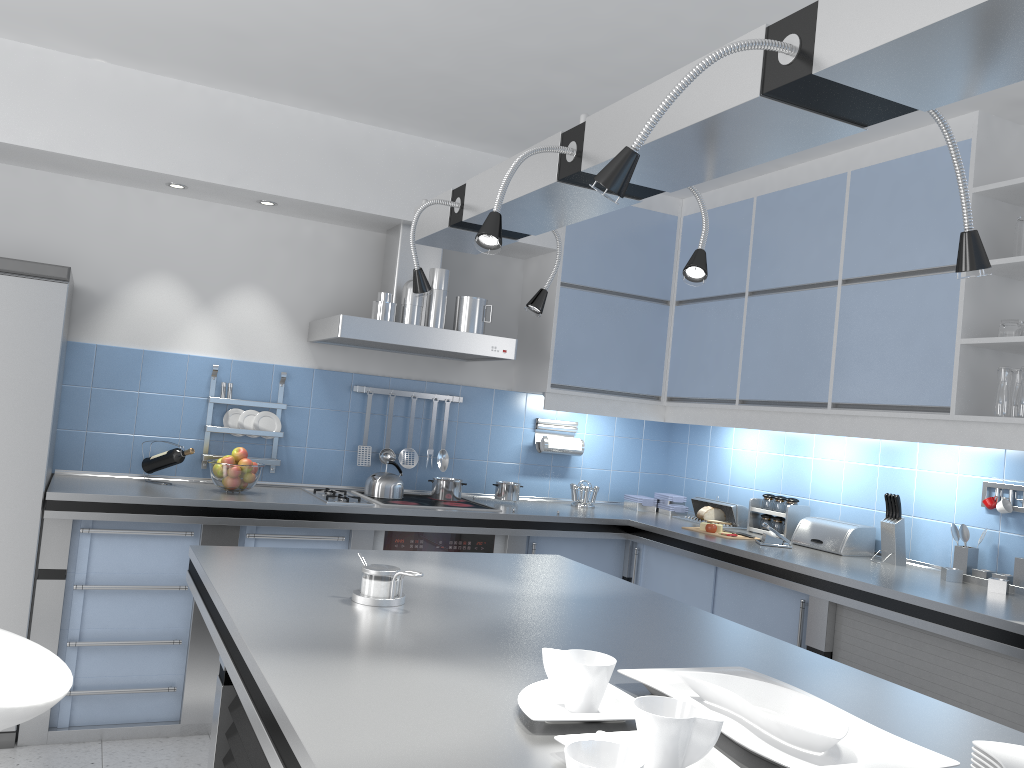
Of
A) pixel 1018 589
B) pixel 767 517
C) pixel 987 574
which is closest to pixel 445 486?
pixel 767 517

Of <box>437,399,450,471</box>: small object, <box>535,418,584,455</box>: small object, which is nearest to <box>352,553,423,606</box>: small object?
<box>437,399,450,471</box>: small object

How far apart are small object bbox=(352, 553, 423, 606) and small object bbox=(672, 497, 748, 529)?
2.82m

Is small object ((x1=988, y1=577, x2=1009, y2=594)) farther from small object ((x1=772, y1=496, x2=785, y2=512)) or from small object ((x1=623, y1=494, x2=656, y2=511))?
small object ((x1=623, y1=494, x2=656, y2=511))

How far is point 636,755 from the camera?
1.01m

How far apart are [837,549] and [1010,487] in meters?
0.7 m

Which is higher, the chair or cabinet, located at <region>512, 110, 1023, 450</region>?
cabinet, located at <region>512, 110, 1023, 450</region>

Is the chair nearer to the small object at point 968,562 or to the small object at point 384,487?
the small object at point 384,487

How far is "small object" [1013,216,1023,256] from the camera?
3.2 meters

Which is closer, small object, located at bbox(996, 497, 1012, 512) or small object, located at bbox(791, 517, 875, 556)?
small object, located at bbox(996, 497, 1012, 512)
